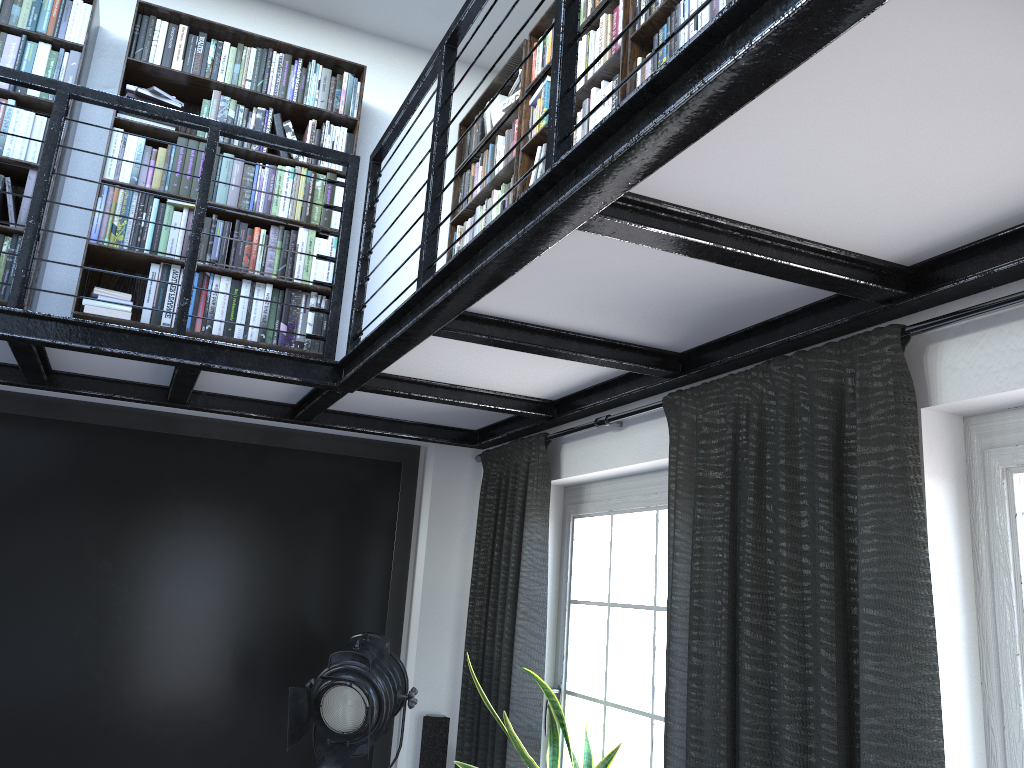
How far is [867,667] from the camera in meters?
1.8

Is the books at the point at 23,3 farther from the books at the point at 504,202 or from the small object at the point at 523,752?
the small object at the point at 523,752

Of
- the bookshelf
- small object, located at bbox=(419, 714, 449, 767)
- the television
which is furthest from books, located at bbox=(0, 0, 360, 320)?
small object, located at bbox=(419, 714, 449, 767)

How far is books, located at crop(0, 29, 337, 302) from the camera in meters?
3.5

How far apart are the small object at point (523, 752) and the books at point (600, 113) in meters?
1.9 m

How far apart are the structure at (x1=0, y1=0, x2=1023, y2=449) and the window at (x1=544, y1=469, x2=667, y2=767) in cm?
29

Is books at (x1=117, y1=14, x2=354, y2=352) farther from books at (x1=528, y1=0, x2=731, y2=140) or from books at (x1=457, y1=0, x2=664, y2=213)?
books at (x1=528, y1=0, x2=731, y2=140)

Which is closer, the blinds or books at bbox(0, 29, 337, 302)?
the blinds

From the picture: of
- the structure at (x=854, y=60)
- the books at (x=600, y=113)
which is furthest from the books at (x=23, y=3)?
the books at (x=600, y=113)

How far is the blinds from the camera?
1.8m
